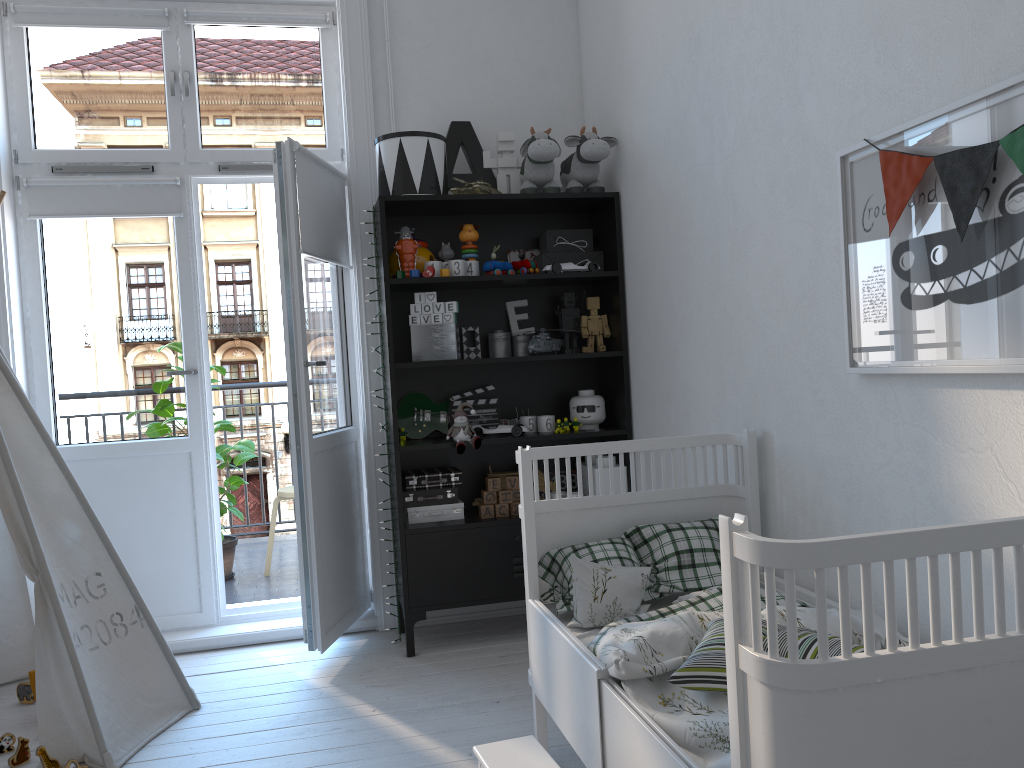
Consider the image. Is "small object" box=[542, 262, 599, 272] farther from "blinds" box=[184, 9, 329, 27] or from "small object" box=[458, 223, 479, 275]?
"blinds" box=[184, 9, 329, 27]

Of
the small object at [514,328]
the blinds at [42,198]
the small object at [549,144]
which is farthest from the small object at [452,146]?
the blinds at [42,198]

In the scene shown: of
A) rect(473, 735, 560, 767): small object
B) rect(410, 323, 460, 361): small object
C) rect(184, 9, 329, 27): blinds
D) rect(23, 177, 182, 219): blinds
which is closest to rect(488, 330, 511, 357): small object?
rect(410, 323, 460, 361): small object

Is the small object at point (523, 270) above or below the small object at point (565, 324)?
above

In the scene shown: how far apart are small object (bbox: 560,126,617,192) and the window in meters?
0.9 m

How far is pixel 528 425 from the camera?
3.44m

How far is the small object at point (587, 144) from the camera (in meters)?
3.29

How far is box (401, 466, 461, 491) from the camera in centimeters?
333cm

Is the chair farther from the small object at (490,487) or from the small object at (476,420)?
the small object at (490,487)

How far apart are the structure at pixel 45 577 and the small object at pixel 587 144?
2.0m
